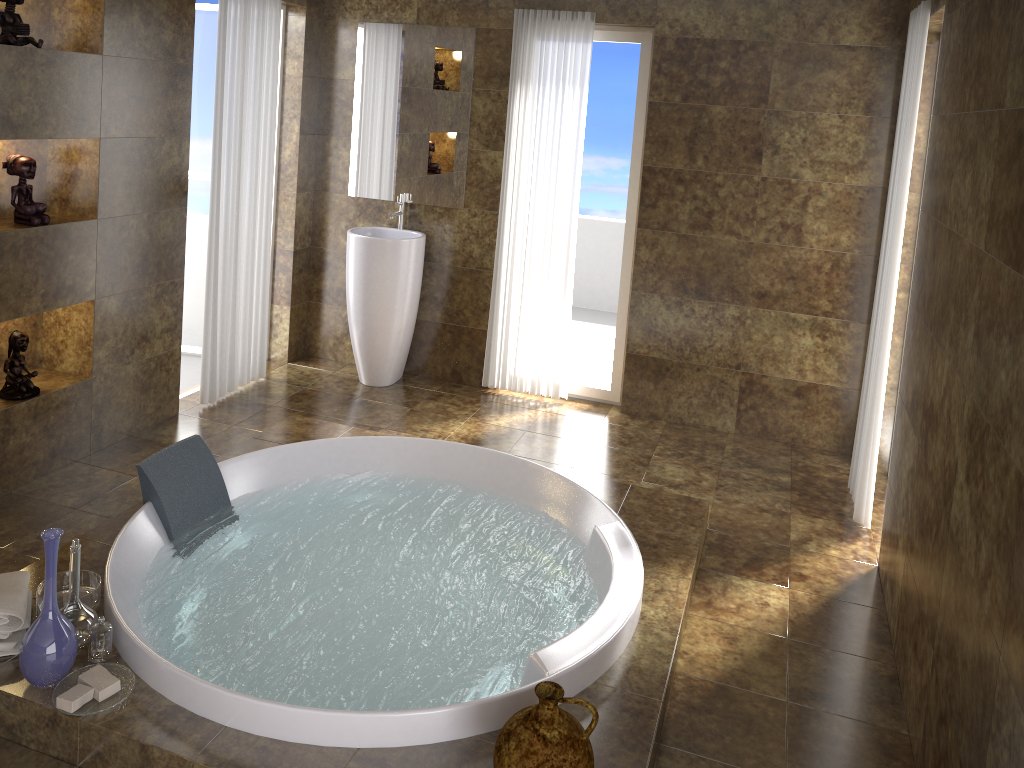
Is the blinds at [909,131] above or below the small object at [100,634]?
above

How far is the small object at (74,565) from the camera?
2.5 meters

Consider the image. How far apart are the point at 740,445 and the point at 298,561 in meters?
2.6

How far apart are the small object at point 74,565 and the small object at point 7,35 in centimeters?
191cm

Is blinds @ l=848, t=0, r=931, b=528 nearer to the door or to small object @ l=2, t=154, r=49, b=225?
small object @ l=2, t=154, r=49, b=225

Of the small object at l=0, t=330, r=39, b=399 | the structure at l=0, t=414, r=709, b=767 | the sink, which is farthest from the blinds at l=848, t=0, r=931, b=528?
the small object at l=0, t=330, r=39, b=399

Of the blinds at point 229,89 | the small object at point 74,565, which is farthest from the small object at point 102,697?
the blinds at point 229,89

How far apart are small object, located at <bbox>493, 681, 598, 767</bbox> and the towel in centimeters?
143cm

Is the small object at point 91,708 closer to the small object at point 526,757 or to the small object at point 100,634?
the small object at point 100,634

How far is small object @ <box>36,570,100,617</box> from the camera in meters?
2.7 m
